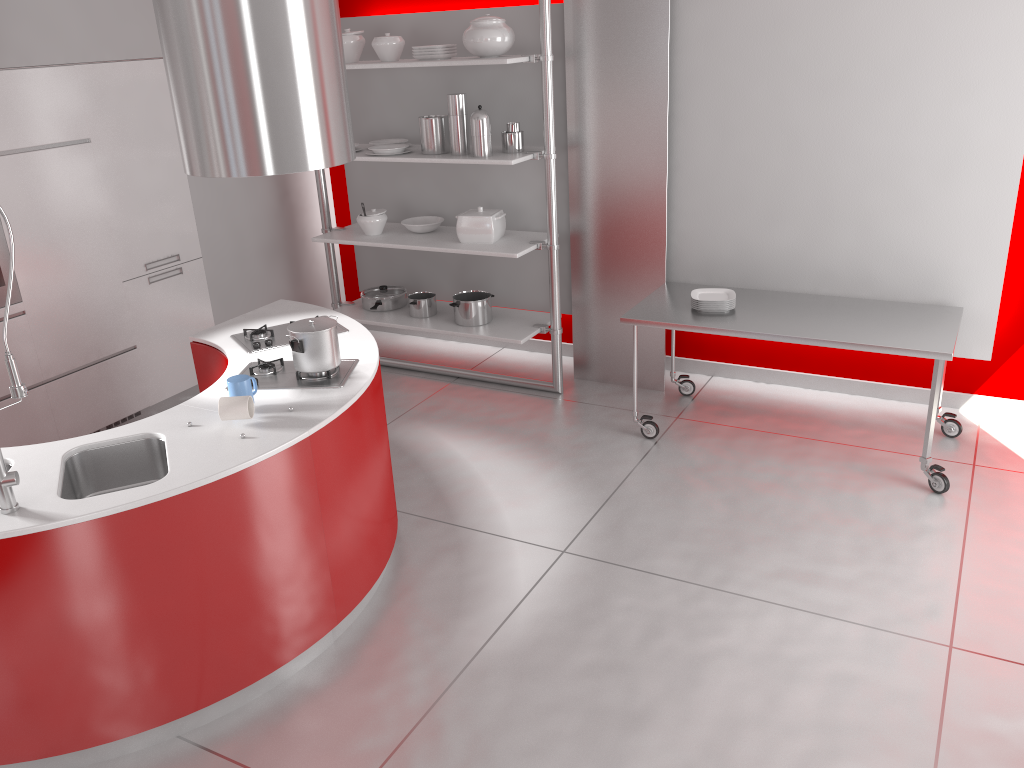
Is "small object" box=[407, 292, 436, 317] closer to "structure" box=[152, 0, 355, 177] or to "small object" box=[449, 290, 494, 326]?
"small object" box=[449, 290, 494, 326]

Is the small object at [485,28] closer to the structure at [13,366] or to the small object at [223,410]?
the small object at [223,410]

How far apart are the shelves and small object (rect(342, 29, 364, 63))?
0.3m

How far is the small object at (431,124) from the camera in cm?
505

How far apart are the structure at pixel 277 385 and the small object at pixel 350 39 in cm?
244

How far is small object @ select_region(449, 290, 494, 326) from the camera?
5.4 meters

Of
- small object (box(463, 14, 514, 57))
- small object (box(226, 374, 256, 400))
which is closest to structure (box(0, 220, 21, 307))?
small object (box(226, 374, 256, 400))

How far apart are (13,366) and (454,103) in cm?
305

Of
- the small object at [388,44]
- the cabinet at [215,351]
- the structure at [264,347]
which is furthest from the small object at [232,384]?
the small object at [388,44]

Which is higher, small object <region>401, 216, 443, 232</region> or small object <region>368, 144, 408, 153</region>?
small object <region>368, 144, 408, 153</region>
